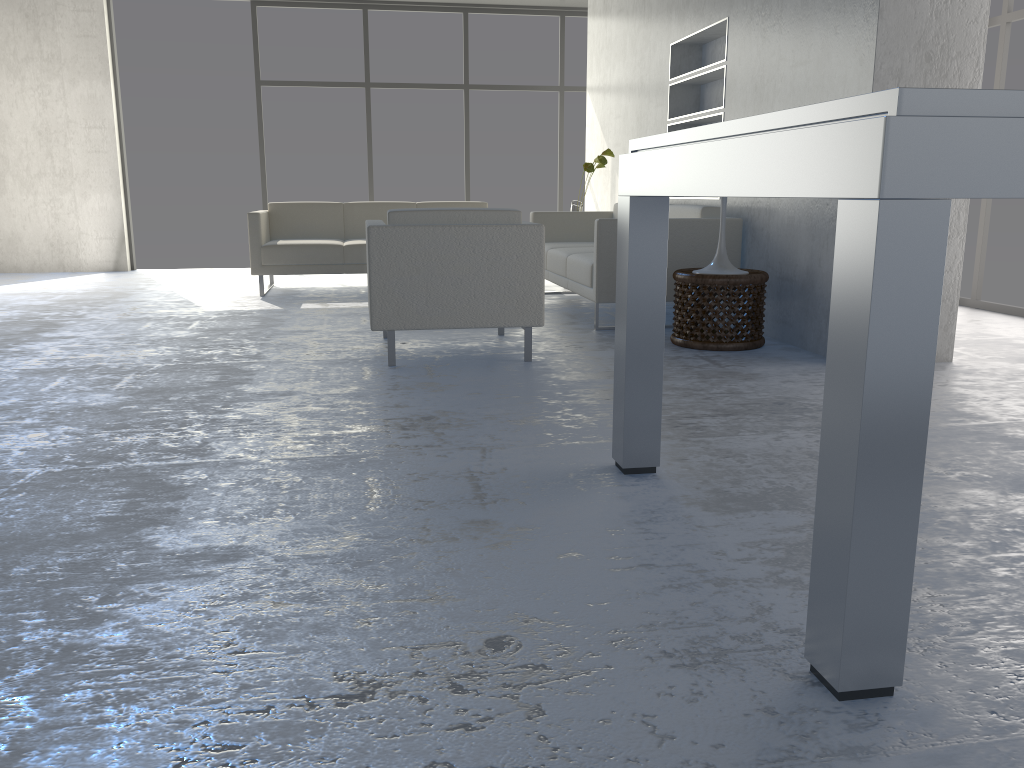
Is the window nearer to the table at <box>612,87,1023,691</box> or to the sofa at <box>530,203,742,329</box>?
the sofa at <box>530,203,742,329</box>

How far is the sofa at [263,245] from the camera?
6.29m

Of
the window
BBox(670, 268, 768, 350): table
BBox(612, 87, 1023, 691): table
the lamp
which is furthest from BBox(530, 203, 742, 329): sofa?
the window

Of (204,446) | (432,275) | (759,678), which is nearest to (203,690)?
(759,678)

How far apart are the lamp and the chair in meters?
0.9 m

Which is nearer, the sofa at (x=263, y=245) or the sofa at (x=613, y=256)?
the sofa at (x=613, y=256)

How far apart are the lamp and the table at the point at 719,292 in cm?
10

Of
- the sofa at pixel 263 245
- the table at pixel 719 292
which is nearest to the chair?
the table at pixel 719 292

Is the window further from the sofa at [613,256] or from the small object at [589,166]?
the sofa at [613,256]

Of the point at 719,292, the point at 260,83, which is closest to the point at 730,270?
the point at 719,292
